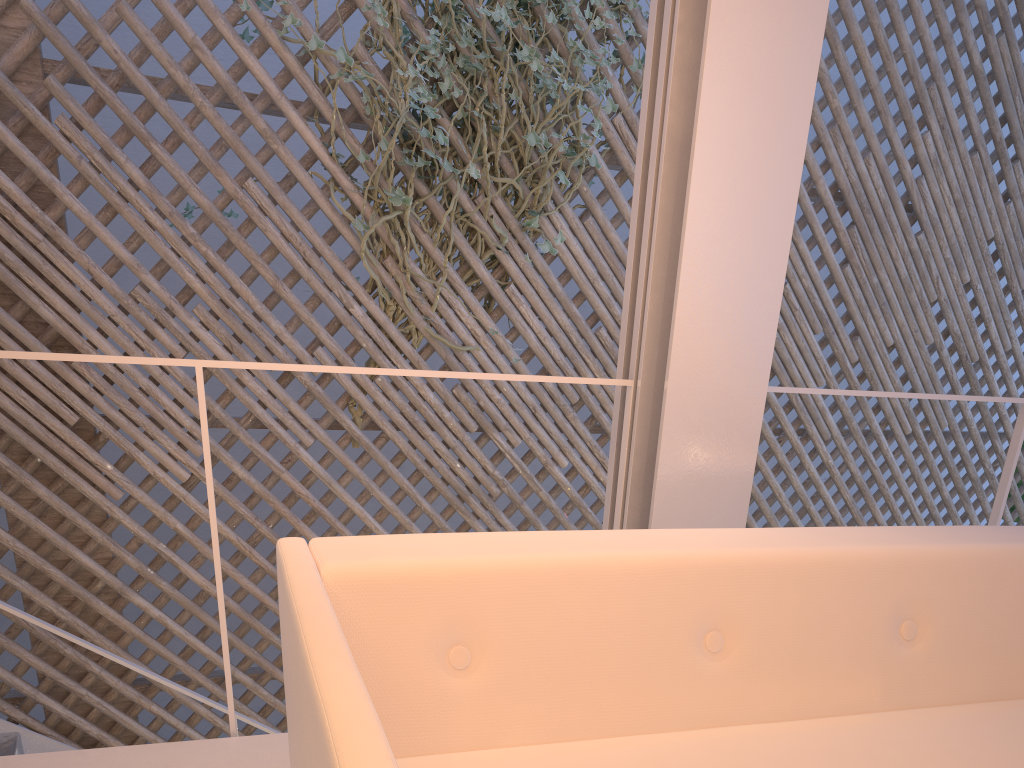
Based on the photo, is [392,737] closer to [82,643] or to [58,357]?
[58,357]

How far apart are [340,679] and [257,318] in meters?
2.2 m

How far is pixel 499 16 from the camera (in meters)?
2.48

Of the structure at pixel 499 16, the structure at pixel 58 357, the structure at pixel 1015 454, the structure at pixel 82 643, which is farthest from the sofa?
the structure at pixel 499 16

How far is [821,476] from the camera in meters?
4.8

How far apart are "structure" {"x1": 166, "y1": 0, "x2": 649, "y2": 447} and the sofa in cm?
171

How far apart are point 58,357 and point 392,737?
0.6 meters

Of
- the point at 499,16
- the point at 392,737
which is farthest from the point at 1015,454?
the point at 499,16

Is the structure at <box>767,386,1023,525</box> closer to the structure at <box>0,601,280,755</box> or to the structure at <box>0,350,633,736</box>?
the structure at <box>0,350,633,736</box>

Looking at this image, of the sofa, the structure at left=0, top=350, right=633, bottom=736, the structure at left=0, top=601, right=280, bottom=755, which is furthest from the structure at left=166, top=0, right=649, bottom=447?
the sofa
